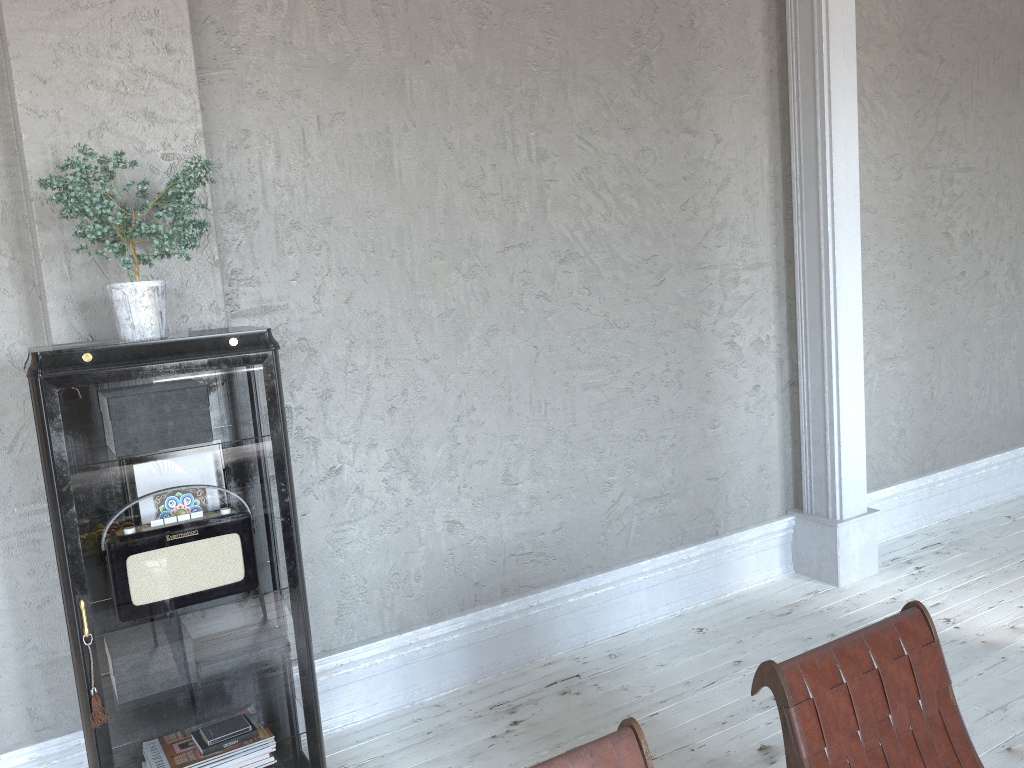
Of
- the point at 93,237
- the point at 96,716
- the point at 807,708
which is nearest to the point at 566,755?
the point at 807,708

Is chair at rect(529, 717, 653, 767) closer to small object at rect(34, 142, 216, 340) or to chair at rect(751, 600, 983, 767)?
chair at rect(751, 600, 983, 767)

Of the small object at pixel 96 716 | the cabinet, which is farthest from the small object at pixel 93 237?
the small object at pixel 96 716

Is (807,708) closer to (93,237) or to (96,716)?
(96,716)

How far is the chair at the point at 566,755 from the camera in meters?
1.6 m

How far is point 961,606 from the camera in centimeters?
371cm

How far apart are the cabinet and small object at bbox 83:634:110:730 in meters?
0.0 m

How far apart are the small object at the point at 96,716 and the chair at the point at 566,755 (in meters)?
1.22

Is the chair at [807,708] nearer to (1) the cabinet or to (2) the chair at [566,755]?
(2) the chair at [566,755]

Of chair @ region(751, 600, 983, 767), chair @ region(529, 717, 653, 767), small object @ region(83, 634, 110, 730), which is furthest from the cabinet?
chair @ region(751, 600, 983, 767)
